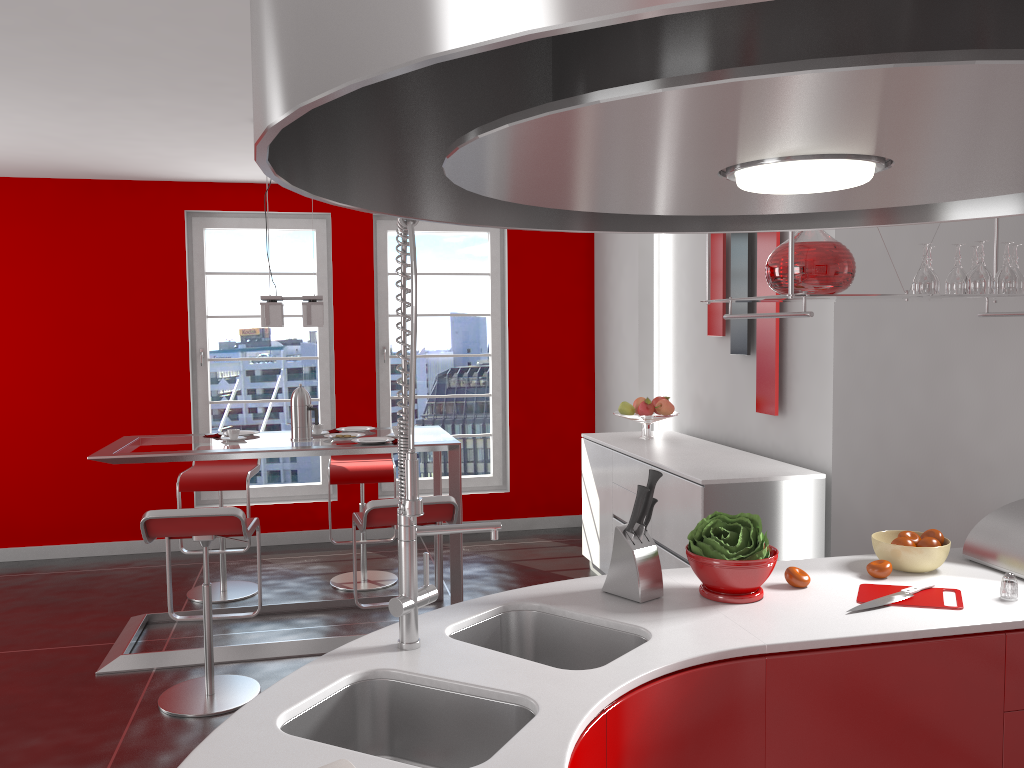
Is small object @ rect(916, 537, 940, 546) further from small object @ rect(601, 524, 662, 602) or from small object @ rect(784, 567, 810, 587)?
small object @ rect(601, 524, 662, 602)

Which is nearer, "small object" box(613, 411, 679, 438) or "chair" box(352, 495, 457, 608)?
"chair" box(352, 495, 457, 608)

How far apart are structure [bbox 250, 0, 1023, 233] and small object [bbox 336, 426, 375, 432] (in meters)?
4.23

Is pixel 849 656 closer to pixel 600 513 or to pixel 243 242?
pixel 600 513

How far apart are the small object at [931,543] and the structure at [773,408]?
2.1 meters

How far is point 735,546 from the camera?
2.2 meters

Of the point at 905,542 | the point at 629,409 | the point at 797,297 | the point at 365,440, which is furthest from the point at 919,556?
the point at 629,409

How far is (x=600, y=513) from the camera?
5.33m

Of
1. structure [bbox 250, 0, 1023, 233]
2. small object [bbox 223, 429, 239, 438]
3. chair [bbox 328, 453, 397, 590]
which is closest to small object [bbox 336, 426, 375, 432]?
chair [bbox 328, 453, 397, 590]

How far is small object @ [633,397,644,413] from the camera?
5.4m
